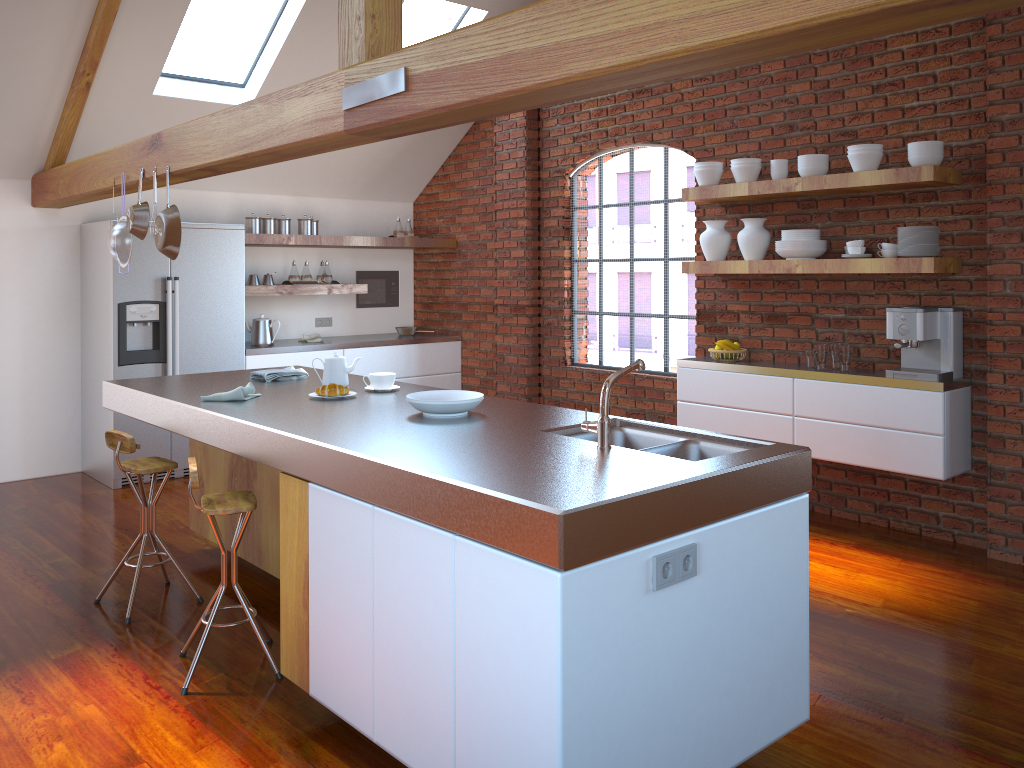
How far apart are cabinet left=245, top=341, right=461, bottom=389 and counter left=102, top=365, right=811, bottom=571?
1.9m

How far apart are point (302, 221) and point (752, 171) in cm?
348

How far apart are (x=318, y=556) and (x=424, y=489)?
0.7 meters

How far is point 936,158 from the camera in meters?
4.3

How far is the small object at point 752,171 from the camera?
5.1 meters

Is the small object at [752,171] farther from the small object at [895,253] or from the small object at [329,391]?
the small object at [329,391]

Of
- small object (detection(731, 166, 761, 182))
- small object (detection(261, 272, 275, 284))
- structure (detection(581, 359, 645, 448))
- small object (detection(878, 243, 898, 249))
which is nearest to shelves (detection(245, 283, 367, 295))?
small object (detection(261, 272, 275, 284))

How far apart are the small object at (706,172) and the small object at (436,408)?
2.76m

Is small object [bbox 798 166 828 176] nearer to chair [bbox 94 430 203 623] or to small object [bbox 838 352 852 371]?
small object [bbox 838 352 852 371]

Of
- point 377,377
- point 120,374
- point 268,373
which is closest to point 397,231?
point 120,374
